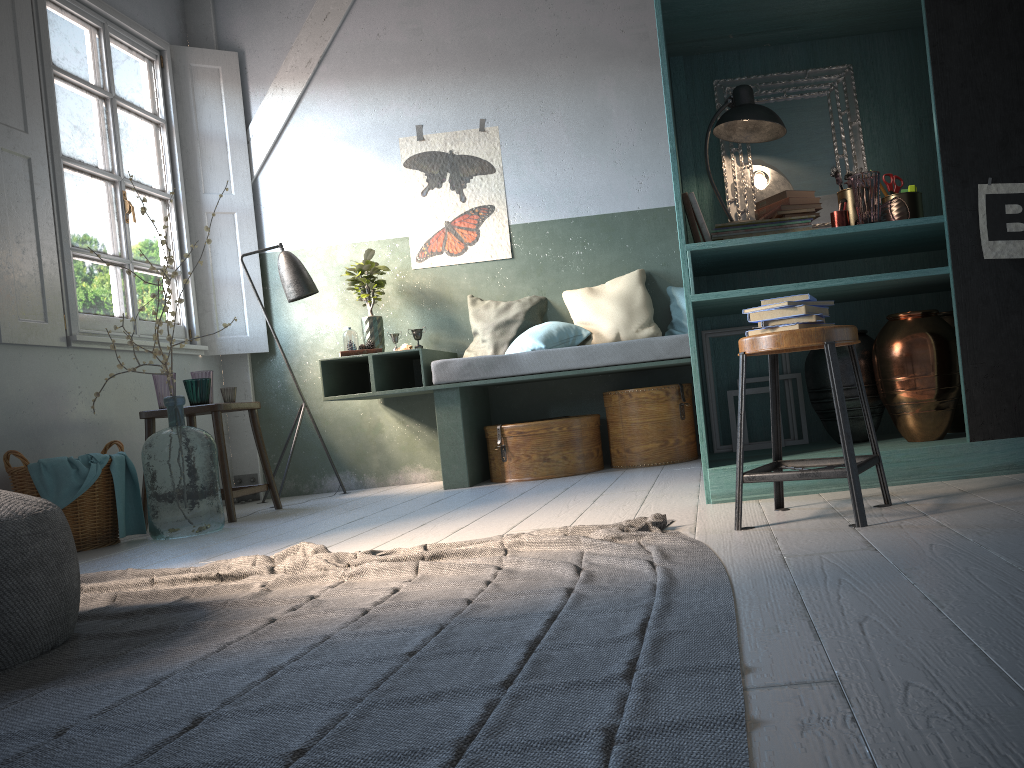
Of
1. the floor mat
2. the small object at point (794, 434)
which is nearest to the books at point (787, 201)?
the small object at point (794, 434)

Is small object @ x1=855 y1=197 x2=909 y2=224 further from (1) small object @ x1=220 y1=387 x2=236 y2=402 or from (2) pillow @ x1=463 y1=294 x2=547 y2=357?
(1) small object @ x1=220 y1=387 x2=236 y2=402

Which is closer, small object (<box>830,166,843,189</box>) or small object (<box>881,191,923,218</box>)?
small object (<box>881,191,923,218</box>)

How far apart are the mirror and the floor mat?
1.82m

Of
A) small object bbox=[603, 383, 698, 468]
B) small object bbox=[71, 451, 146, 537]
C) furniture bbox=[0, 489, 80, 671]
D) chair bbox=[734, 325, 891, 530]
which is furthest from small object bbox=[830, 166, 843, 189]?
small object bbox=[71, 451, 146, 537]

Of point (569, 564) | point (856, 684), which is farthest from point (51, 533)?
point (856, 684)

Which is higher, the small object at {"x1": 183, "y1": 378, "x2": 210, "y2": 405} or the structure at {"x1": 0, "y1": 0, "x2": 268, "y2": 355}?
the structure at {"x1": 0, "y1": 0, "x2": 268, "y2": 355}

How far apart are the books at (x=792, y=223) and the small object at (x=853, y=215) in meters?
0.2 m

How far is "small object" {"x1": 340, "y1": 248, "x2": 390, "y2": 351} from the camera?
6.38m

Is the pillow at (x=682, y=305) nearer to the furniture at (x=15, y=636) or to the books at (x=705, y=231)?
the books at (x=705, y=231)
